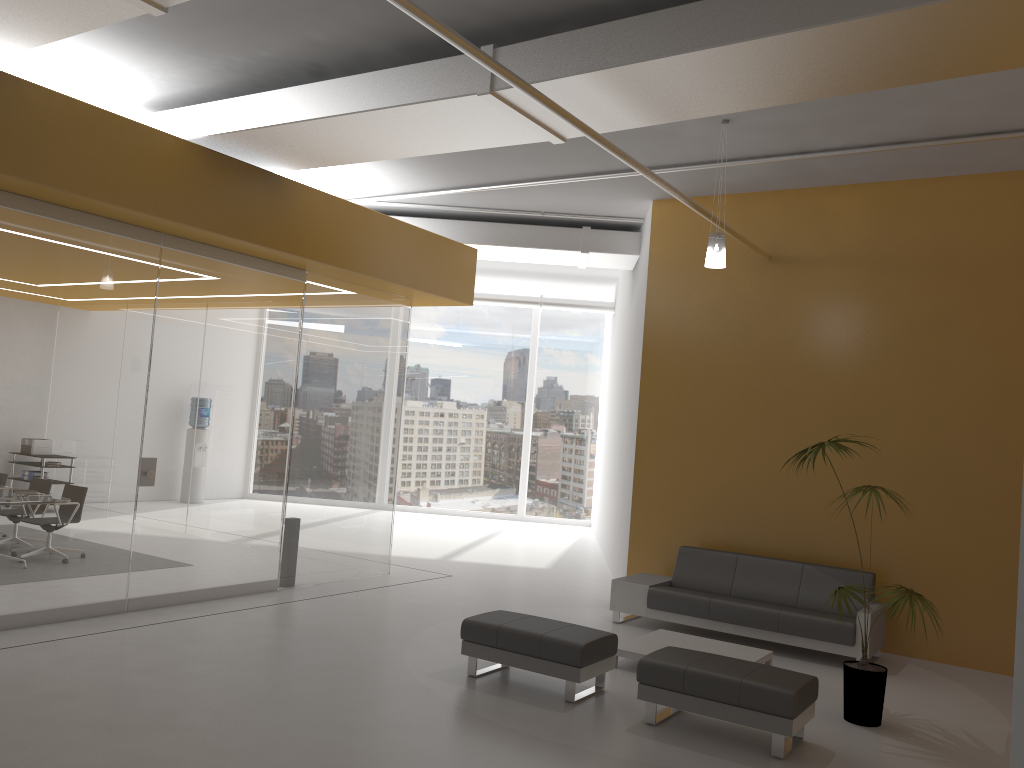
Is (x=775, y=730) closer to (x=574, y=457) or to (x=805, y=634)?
(x=805, y=634)

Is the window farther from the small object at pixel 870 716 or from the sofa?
the small object at pixel 870 716

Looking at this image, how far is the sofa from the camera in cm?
764

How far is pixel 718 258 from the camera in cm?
724

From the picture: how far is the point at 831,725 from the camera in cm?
593

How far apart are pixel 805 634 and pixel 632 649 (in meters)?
1.70

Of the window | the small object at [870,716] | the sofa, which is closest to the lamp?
the small object at [870,716]

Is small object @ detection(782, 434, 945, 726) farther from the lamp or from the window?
the window

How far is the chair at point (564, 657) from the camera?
6.0 meters

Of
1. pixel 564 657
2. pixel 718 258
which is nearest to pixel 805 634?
pixel 564 657
